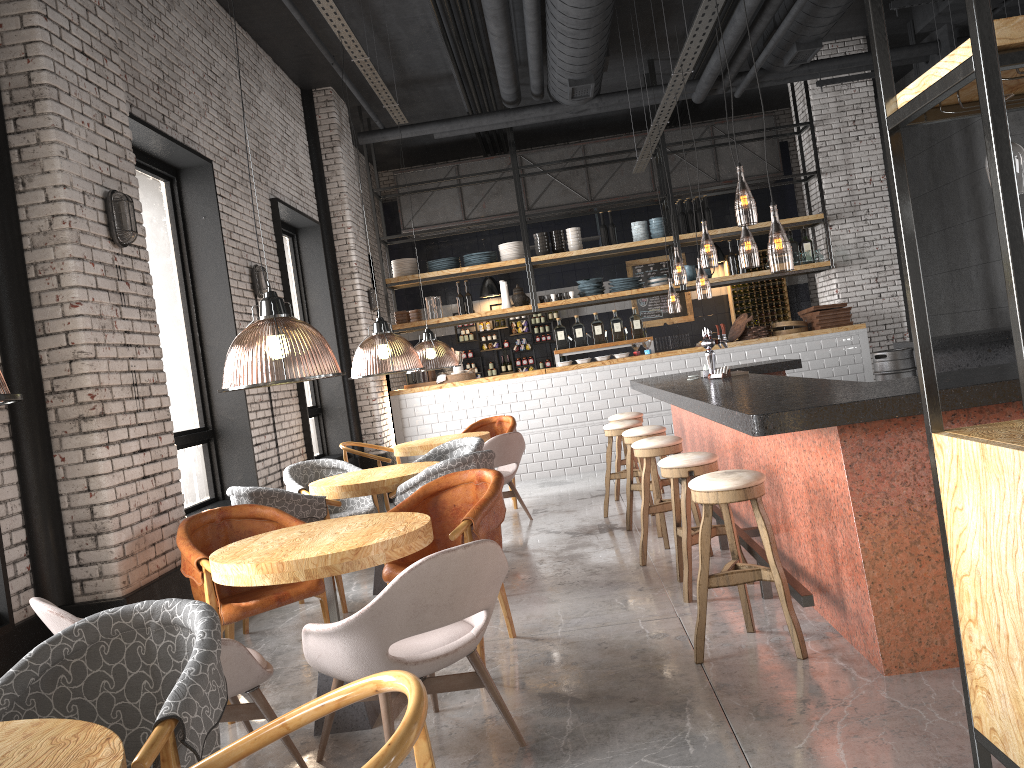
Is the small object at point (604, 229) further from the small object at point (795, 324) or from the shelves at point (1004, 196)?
the shelves at point (1004, 196)

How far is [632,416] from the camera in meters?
8.4

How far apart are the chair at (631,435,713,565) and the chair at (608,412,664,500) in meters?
2.4 m

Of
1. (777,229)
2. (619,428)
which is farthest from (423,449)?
(777,229)

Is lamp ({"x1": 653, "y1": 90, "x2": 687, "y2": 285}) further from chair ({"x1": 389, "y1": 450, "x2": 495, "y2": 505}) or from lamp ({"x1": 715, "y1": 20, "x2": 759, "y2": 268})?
chair ({"x1": 389, "y1": 450, "x2": 495, "y2": 505})

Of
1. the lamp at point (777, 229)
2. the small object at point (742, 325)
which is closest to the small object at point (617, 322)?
the small object at point (742, 325)

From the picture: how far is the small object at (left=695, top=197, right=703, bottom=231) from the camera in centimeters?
1129cm

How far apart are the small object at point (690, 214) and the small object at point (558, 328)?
2.1m

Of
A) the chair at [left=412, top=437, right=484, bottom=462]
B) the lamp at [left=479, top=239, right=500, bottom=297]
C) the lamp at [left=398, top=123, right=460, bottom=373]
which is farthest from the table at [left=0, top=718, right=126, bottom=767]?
the lamp at [left=479, top=239, right=500, bottom=297]

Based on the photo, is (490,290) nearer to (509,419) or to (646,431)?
(509,419)
